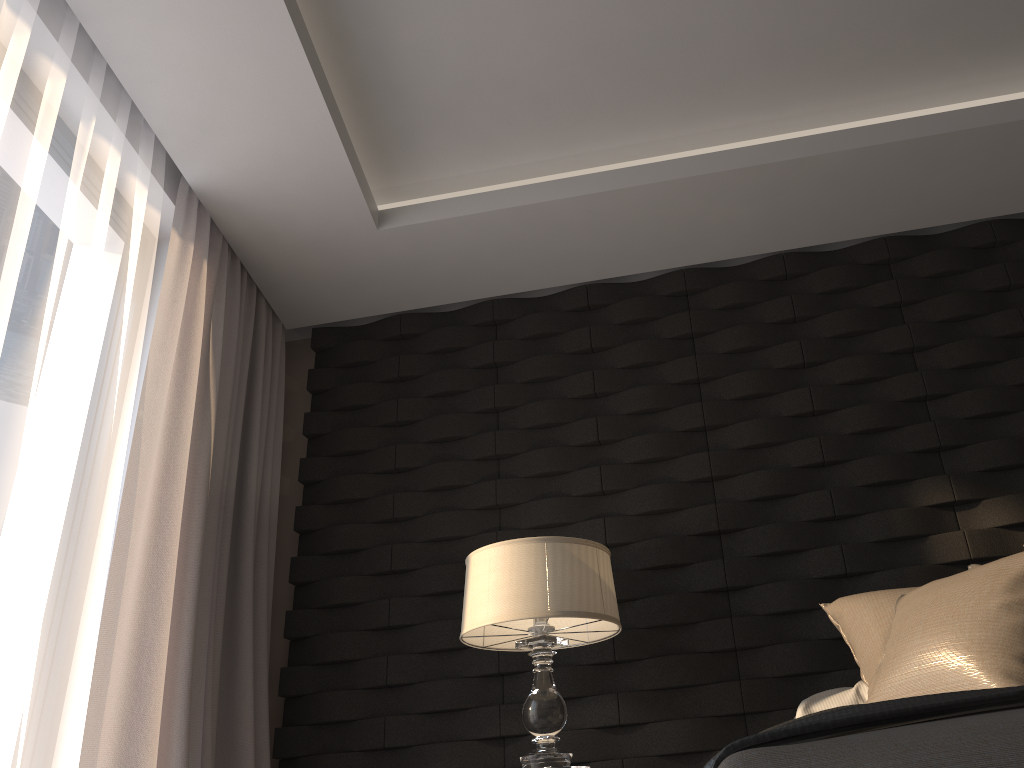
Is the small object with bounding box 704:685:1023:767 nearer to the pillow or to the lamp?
the pillow

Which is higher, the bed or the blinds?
the blinds

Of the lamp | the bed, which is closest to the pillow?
the lamp

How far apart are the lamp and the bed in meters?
1.5

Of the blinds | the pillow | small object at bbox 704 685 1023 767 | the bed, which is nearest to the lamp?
the pillow

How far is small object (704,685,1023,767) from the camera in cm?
95

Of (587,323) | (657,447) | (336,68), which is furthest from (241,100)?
(657,447)

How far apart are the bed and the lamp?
1.5 meters

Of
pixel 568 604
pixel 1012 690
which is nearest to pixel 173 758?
pixel 568 604

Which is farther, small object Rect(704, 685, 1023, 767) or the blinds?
the blinds
